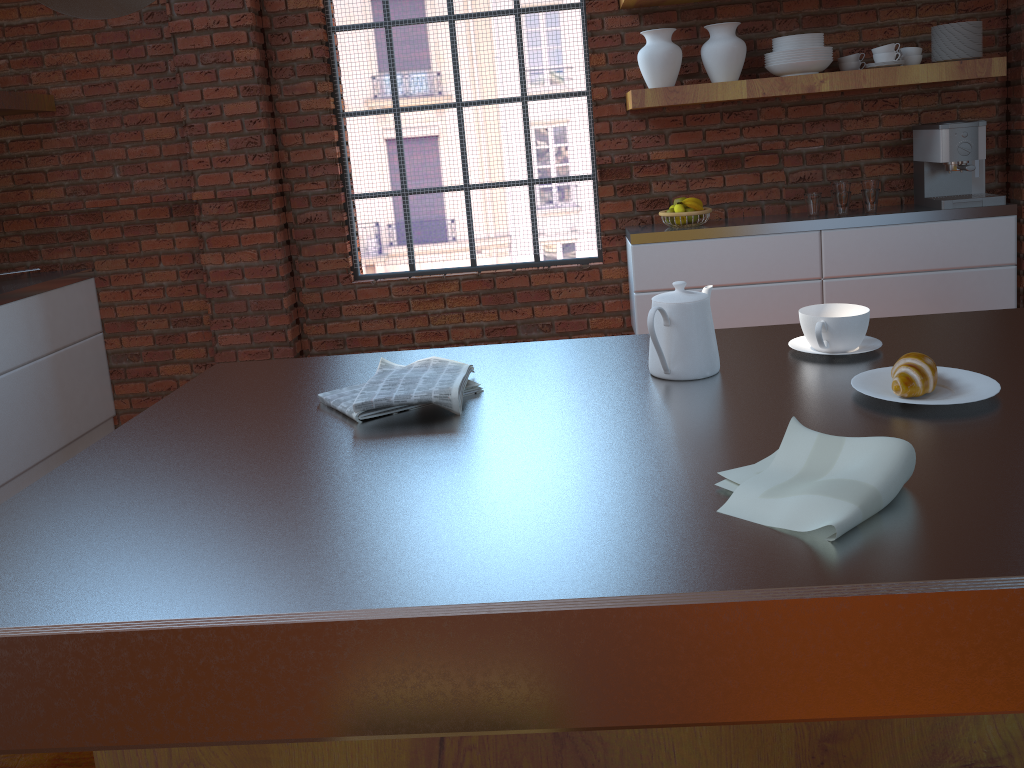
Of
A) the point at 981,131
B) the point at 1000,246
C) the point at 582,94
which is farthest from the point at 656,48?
the point at 1000,246

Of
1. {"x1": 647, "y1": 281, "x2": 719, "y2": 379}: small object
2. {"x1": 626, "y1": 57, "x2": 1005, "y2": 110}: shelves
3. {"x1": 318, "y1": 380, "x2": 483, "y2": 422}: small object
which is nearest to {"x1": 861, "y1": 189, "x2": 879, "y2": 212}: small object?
{"x1": 626, "y1": 57, "x2": 1005, "y2": 110}: shelves

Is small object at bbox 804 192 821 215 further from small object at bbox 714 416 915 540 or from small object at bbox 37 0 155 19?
small object at bbox 37 0 155 19

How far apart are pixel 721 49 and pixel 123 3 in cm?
313

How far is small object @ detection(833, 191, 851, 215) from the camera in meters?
3.7 m

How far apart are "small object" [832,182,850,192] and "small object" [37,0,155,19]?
3.34m

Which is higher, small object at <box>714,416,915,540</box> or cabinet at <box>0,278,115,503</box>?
small object at <box>714,416,915,540</box>

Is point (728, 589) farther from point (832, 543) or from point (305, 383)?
point (305, 383)

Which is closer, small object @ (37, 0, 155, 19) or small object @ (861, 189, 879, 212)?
small object @ (37, 0, 155, 19)

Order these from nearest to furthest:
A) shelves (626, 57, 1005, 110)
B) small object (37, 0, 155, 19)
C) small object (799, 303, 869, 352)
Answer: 1. small object (37, 0, 155, 19)
2. small object (799, 303, 869, 352)
3. shelves (626, 57, 1005, 110)
